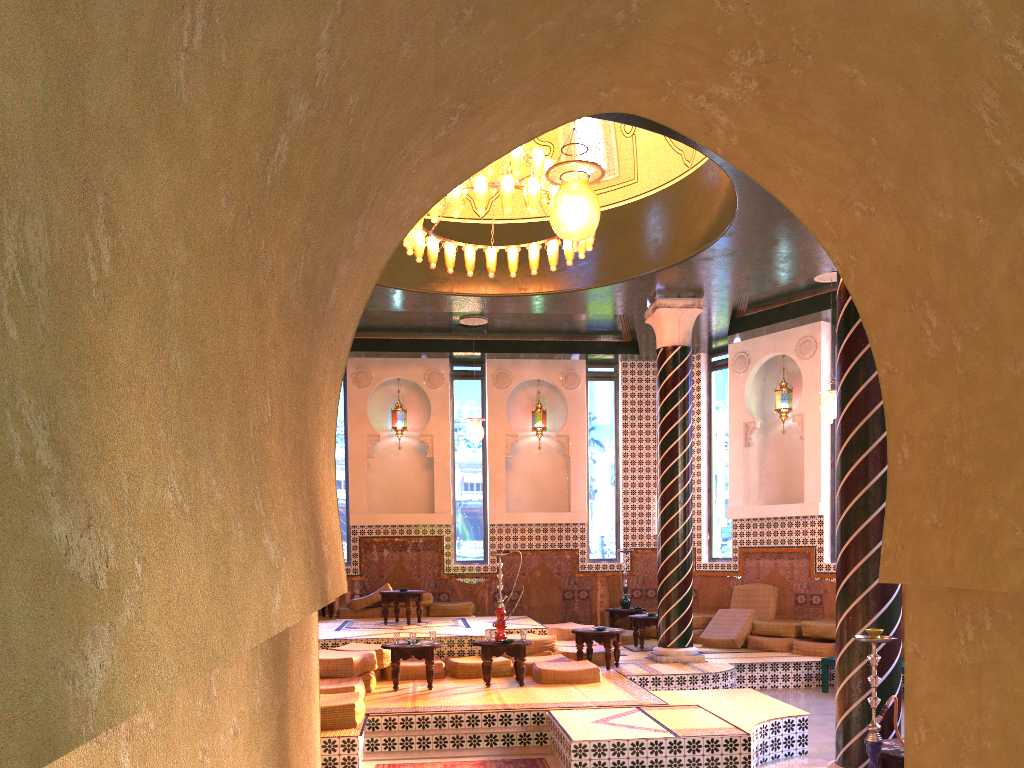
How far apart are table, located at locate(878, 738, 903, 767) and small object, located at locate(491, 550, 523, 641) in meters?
5.3

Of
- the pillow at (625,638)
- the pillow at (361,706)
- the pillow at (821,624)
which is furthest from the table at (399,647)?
the pillow at (821,624)

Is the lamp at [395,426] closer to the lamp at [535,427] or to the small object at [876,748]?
the lamp at [535,427]

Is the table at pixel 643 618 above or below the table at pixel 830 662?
above

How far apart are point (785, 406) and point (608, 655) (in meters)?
6.51

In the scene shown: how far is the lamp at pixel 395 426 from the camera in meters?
18.2 m

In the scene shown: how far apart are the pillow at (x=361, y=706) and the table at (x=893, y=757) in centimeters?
475cm

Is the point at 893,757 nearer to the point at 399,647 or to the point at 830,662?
the point at 399,647

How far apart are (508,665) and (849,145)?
9.5m

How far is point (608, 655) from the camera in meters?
12.5 m
